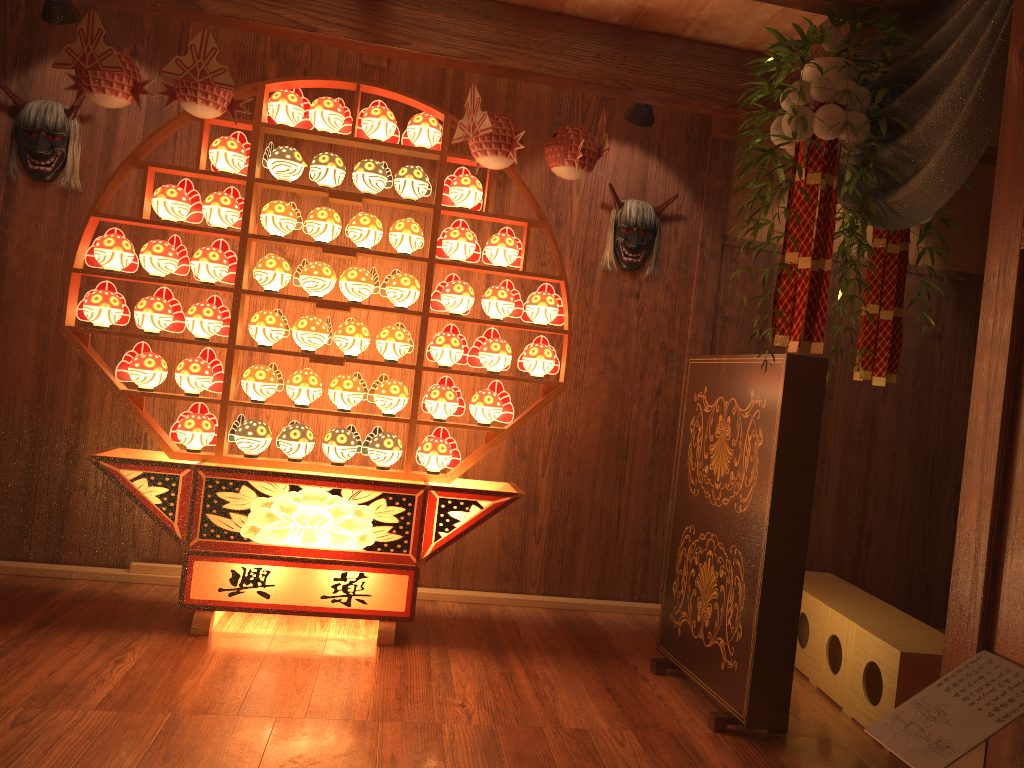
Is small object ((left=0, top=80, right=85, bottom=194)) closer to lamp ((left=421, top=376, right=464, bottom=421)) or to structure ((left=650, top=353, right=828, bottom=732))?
lamp ((left=421, top=376, right=464, bottom=421))

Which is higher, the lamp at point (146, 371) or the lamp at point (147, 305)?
the lamp at point (147, 305)

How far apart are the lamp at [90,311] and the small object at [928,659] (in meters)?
2.98

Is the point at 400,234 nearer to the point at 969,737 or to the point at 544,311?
the point at 544,311

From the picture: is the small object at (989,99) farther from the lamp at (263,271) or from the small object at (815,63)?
the lamp at (263,271)

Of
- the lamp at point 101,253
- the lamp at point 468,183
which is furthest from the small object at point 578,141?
the lamp at point 101,253

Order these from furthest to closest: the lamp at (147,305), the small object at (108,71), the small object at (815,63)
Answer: the lamp at (147,305)
the small object at (108,71)
the small object at (815,63)

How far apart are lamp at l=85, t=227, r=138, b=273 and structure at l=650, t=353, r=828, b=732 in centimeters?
226cm

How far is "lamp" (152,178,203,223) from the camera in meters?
3.5 m

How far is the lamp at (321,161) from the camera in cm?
356
